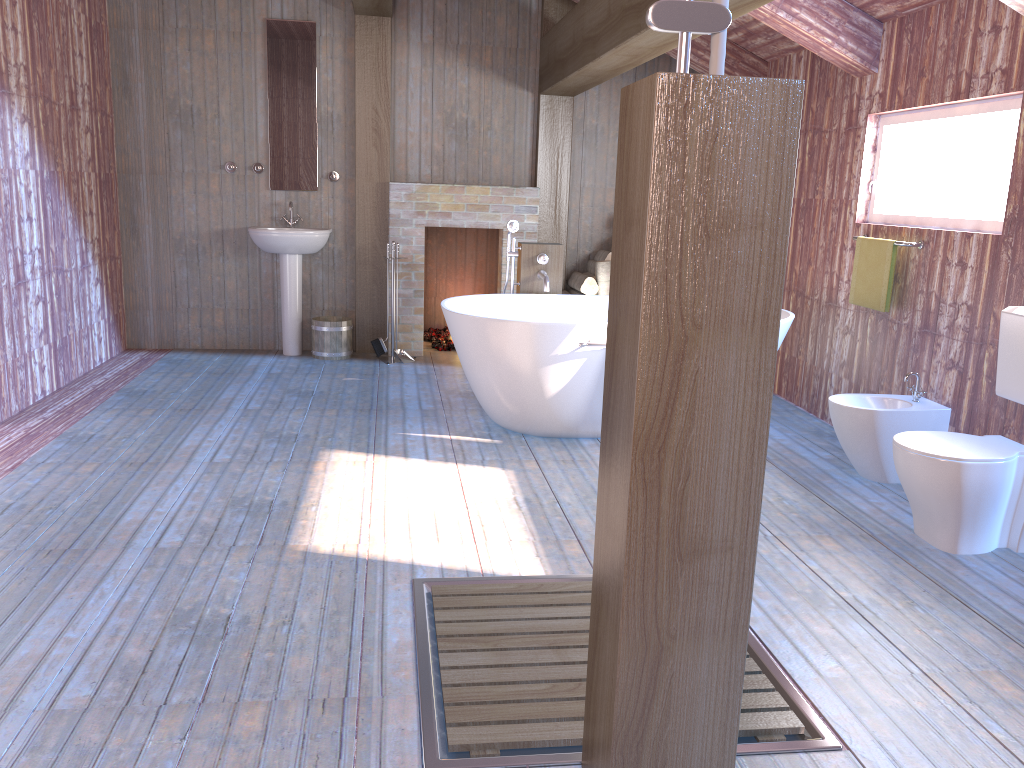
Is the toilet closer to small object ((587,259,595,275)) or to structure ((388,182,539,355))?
small object ((587,259,595,275))

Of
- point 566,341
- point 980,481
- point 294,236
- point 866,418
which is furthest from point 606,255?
point 980,481

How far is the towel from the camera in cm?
445

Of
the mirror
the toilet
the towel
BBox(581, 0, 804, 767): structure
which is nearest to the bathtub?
the towel

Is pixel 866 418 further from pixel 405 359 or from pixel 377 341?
pixel 377 341

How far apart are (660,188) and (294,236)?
5.1 meters

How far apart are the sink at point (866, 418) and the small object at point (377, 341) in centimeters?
345cm

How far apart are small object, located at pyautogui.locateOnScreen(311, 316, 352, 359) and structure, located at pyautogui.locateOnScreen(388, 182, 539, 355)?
0.4m

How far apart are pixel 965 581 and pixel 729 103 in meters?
2.3 m

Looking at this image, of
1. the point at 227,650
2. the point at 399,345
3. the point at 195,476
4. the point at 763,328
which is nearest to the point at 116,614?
the point at 227,650
